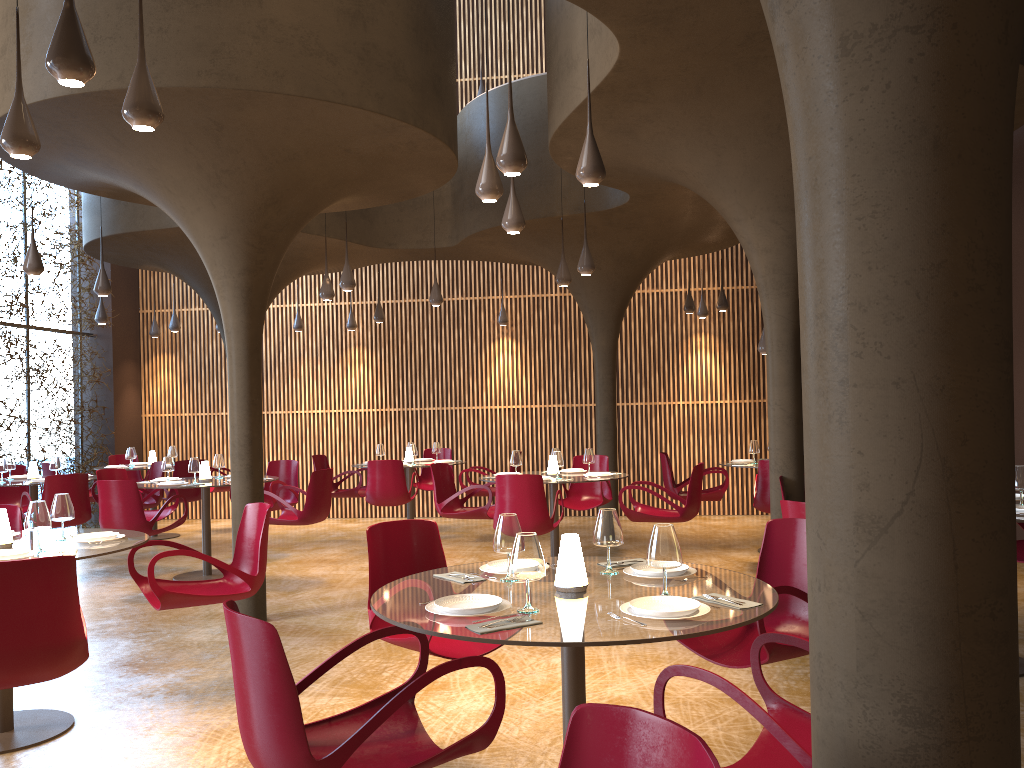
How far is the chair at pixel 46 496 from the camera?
9.95m

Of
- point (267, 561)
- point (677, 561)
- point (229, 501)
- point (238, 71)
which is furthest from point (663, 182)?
point (229, 501)

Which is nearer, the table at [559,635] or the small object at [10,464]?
the table at [559,635]

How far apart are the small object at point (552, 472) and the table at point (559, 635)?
5.41m

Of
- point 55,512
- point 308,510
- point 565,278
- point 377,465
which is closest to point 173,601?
point 55,512

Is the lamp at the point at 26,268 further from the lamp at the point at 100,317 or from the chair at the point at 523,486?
the chair at the point at 523,486

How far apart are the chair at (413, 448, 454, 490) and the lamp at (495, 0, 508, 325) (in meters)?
2.42

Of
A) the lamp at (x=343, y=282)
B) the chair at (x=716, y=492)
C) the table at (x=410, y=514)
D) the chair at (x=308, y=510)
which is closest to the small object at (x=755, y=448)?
the chair at (x=716, y=492)

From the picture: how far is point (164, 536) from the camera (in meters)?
13.83

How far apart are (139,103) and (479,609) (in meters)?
2.97
